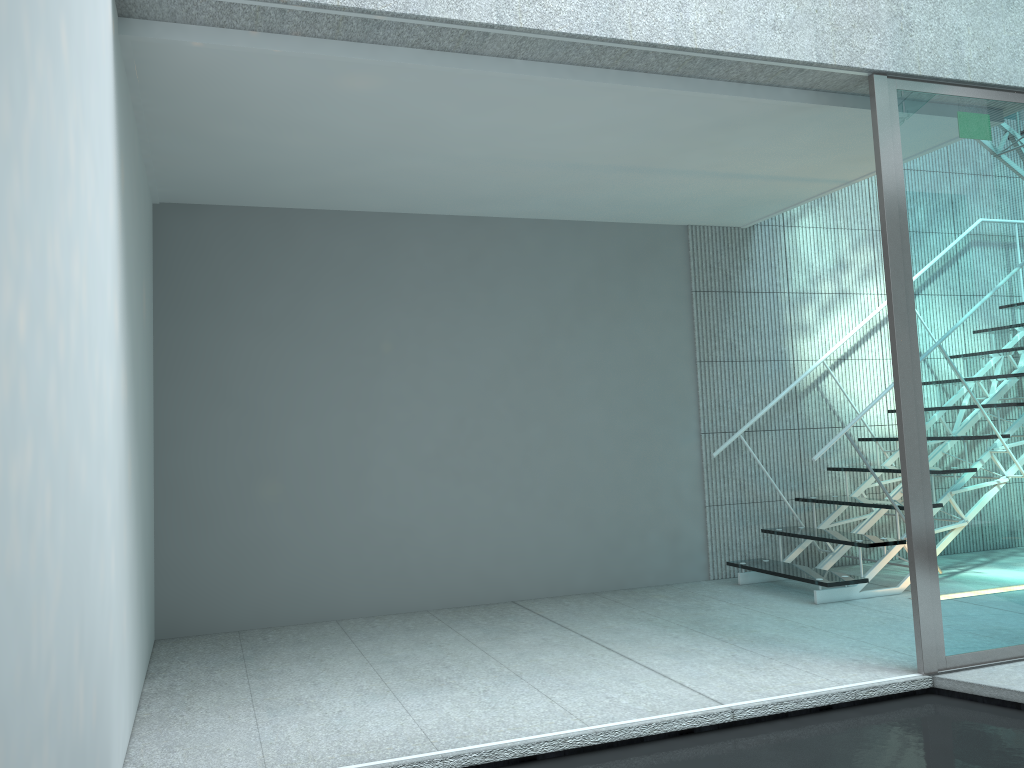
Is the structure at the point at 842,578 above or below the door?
below

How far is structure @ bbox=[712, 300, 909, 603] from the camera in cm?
417

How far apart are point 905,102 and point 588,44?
1.2m

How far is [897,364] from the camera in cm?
300

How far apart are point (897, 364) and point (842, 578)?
1.6m

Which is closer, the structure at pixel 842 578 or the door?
the door

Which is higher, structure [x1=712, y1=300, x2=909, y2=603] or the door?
the door

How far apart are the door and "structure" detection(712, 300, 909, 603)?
1.0 meters

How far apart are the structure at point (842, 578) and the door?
1.00m

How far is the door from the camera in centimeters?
300cm
